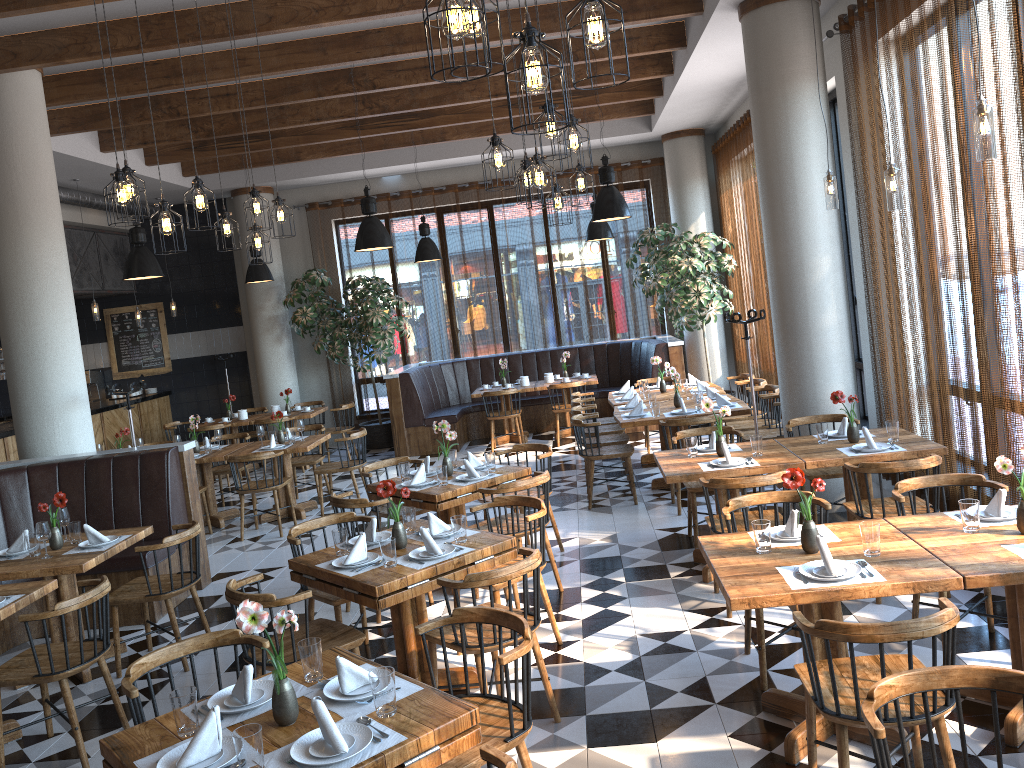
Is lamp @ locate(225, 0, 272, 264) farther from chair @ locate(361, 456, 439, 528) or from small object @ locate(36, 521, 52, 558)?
small object @ locate(36, 521, 52, 558)

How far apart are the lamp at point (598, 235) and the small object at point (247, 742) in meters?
9.5 m

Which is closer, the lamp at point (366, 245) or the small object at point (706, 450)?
the small object at point (706, 450)

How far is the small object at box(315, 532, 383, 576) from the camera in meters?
4.3 m

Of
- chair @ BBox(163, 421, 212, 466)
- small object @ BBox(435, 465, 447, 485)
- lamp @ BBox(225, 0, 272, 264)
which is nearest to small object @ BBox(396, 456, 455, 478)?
small object @ BBox(435, 465, 447, 485)

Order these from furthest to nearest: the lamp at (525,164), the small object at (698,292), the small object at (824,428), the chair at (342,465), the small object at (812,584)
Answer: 1. the small object at (698,292)
2. the chair at (342,465)
3. the lamp at (525,164)
4. the small object at (824,428)
5. the small object at (812,584)

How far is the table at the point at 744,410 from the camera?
7.8 meters

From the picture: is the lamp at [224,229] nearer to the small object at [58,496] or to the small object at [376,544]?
the small object at [58,496]

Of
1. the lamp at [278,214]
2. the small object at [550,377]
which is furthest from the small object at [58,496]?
the small object at [550,377]

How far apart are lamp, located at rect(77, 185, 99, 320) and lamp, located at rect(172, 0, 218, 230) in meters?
6.7 m
